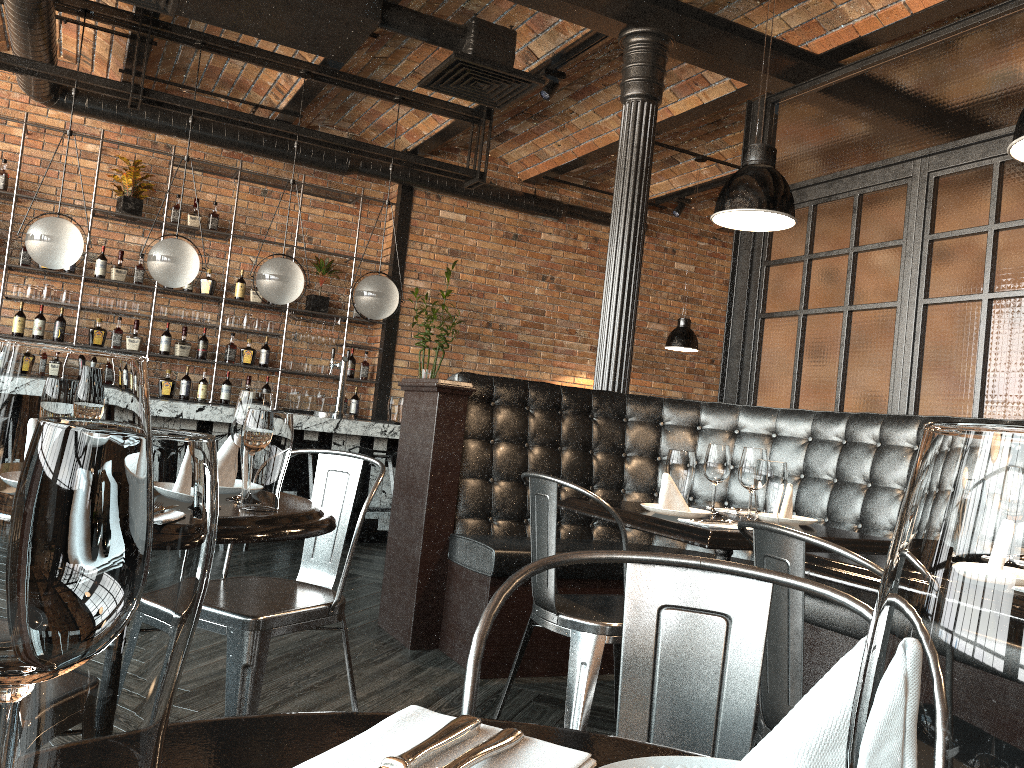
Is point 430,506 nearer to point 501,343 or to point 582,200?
point 501,343

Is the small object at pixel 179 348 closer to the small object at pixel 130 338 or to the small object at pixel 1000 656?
the small object at pixel 130 338

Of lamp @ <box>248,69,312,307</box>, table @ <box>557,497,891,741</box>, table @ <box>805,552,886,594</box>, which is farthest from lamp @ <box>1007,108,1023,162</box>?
lamp @ <box>248,69,312,307</box>

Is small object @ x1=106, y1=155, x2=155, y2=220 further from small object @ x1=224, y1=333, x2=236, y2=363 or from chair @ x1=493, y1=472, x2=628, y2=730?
chair @ x1=493, y1=472, x2=628, y2=730

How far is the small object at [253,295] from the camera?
8.04m

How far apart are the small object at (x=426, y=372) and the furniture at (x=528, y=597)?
4.0 meters

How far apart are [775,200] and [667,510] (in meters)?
1.09

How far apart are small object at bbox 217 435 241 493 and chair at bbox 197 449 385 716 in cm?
30

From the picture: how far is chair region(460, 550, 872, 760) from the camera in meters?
1.0

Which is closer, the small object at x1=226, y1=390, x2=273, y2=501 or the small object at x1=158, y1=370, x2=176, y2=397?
the small object at x1=226, y1=390, x2=273, y2=501
